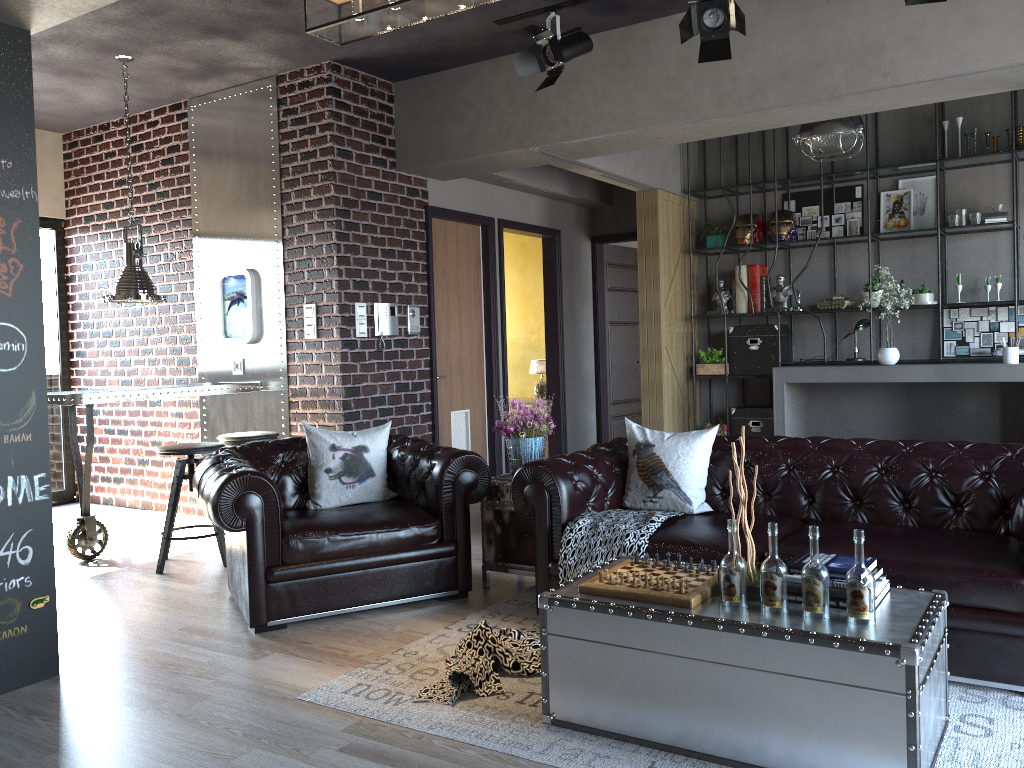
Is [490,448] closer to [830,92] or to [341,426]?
[341,426]

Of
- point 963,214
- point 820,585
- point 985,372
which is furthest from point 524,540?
point 963,214

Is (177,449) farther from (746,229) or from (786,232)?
(786,232)

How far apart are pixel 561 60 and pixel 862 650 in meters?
4.0 m

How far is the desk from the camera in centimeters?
704cm

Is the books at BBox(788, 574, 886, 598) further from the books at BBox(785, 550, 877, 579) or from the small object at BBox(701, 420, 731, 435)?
the small object at BBox(701, 420, 731, 435)

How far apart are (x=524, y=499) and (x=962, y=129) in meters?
5.9 m

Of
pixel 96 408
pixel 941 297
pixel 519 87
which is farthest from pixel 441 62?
pixel 941 297

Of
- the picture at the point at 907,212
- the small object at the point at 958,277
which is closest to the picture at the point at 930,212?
the picture at the point at 907,212

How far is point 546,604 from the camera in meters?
3.1
